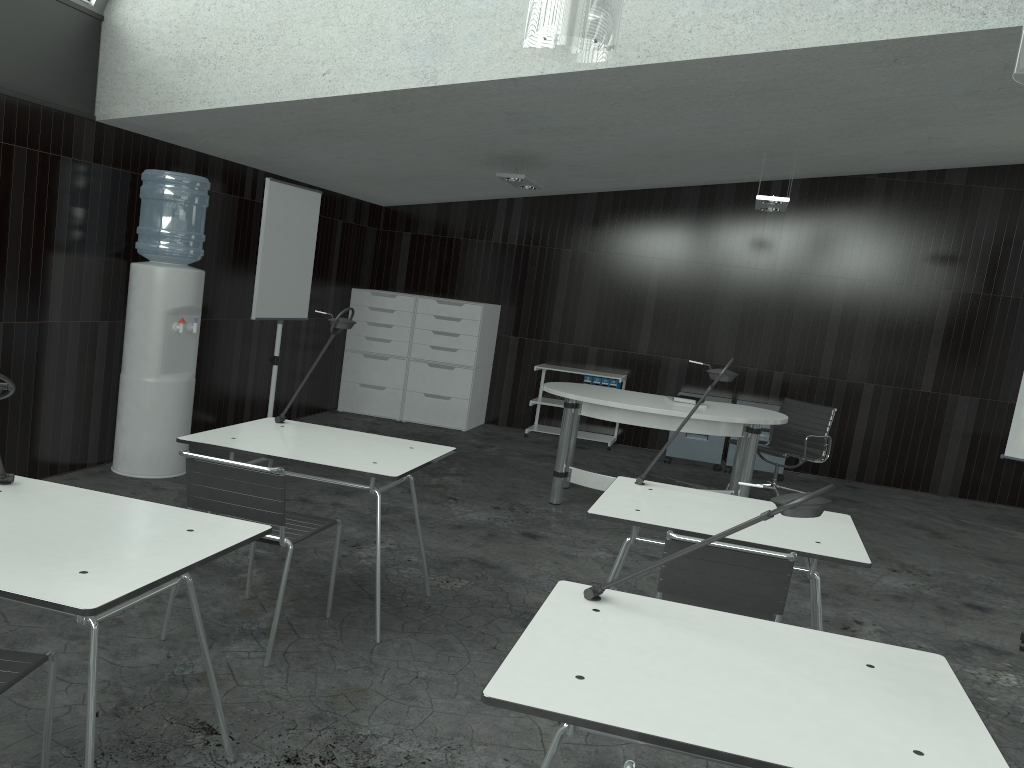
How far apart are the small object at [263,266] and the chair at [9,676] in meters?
4.2 m

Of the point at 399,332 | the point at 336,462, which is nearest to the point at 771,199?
the point at 399,332

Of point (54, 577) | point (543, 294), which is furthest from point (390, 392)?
point (54, 577)

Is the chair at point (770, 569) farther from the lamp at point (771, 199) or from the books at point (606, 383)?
the books at point (606, 383)

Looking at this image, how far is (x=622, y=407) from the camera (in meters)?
5.36

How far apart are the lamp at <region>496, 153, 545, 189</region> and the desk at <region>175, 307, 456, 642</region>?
2.8m

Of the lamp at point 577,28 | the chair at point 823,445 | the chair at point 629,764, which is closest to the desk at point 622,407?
the chair at point 823,445

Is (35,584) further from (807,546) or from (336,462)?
(807,546)

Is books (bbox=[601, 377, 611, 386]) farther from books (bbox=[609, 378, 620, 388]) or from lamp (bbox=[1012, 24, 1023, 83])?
lamp (bbox=[1012, 24, 1023, 83])

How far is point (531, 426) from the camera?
8.3m
